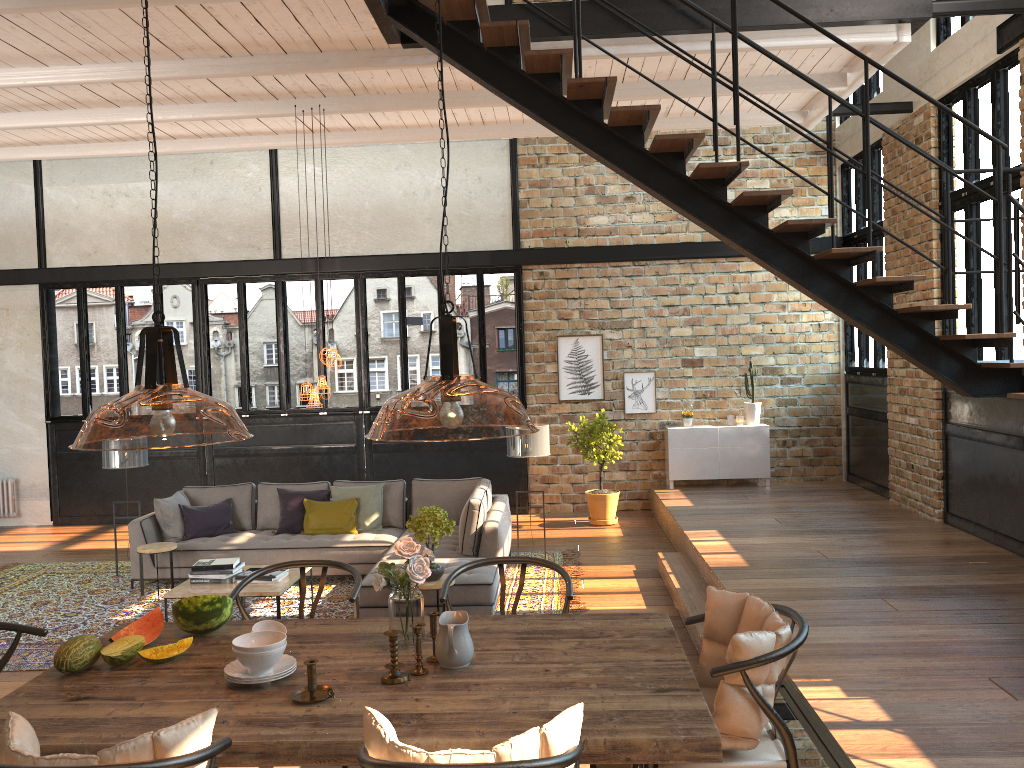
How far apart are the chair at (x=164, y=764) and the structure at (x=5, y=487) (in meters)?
11.40

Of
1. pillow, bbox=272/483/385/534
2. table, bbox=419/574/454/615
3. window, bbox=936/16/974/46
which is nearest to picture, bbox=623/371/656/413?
pillow, bbox=272/483/385/534

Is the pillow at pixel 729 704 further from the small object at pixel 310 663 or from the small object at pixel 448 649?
the small object at pixel 310 663

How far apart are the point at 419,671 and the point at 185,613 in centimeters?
106cm

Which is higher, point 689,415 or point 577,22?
point 577,22

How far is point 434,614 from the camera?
3.1m

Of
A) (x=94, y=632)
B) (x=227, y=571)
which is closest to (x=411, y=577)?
(x=227, y=571)

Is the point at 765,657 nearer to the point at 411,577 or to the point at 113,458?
the point at 411,577

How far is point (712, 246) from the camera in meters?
11.6

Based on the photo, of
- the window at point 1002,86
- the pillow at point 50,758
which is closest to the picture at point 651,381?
the window at point 1002,86
